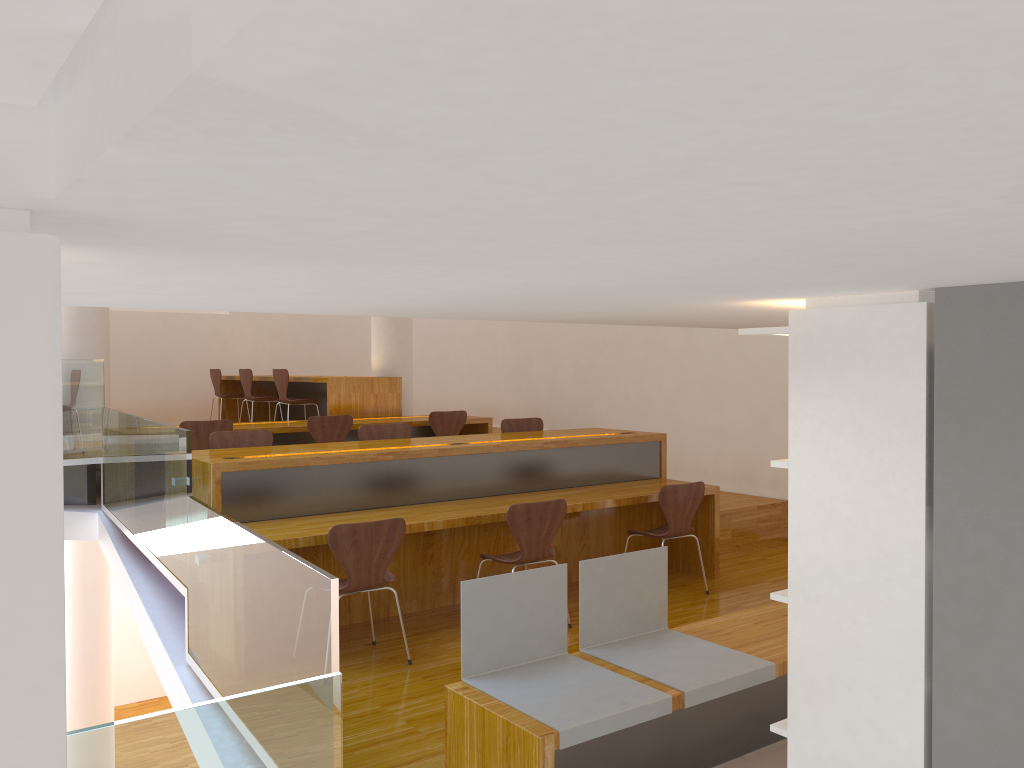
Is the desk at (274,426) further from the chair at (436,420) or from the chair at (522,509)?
the chair at (522,509)

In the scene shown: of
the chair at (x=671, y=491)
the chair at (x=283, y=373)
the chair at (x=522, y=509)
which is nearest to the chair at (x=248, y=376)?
the chair at (x=283, y=373)

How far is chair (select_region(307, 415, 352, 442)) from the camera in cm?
694

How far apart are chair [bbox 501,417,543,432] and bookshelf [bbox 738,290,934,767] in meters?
4.3 m

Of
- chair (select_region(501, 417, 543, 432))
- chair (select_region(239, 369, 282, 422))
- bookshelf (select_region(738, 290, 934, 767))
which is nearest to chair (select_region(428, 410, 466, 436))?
chair (select_region(501, 417, 543, 432))

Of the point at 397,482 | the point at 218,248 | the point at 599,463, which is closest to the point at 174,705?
the point at 397,482

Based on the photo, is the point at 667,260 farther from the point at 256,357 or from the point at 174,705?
the point at 256,357

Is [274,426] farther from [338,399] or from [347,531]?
[347,531]

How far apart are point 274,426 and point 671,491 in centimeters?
343cm

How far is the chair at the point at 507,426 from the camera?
6.5m
